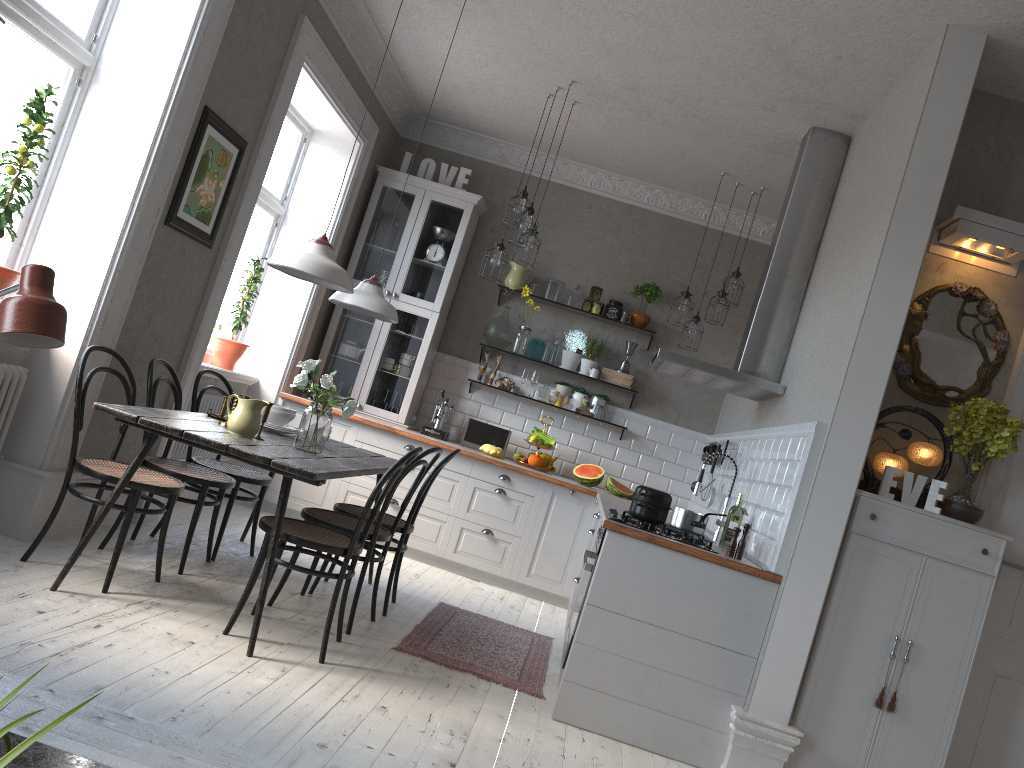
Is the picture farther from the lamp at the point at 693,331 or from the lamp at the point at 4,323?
the lamp at the point at 693,331

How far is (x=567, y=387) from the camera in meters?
7.0

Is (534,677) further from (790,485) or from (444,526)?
(444,526)

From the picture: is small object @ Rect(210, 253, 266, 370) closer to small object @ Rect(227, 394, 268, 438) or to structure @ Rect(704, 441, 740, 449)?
small object @ Rect(227, 394, 268, 438)

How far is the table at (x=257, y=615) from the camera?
3.4m

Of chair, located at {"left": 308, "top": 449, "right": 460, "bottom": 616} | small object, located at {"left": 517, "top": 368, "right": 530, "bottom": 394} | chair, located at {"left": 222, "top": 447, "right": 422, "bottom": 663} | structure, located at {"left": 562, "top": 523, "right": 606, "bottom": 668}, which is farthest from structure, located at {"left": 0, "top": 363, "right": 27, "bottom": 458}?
small object, located at {"left": 517, "top": 368, "right": 530, "bottom": 394}

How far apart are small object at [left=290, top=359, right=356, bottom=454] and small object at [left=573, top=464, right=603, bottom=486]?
2.8m

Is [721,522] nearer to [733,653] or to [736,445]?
[736,445]

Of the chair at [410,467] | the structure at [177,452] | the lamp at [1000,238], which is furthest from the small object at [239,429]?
the lamp at [1000,238]

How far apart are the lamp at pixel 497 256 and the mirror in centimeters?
263cm
